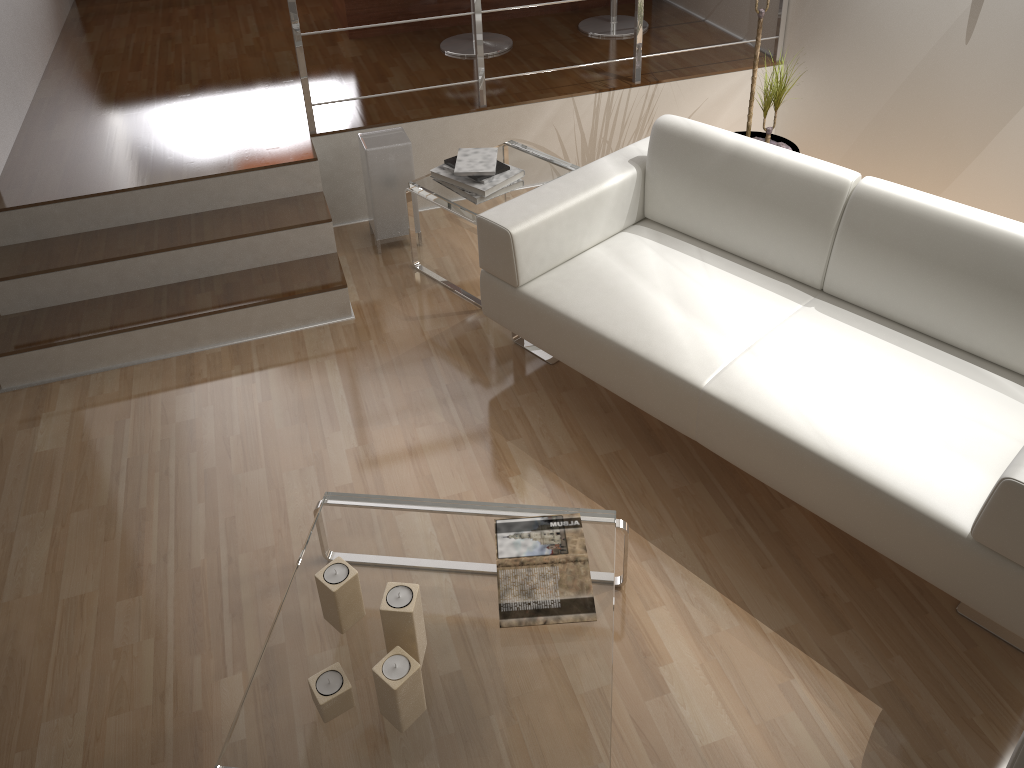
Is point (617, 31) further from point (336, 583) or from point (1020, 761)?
point (1020, 761)

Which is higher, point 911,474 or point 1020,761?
point 1020,761

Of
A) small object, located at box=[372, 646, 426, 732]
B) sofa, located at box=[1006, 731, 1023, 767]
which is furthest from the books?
sofa, located at box=[1006, 731, 1023, 767]

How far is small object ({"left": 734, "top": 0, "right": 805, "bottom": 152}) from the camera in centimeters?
346cm

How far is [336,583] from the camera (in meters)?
1.88

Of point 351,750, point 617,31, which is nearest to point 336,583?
point 351,750

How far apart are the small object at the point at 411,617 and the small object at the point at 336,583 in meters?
0.1

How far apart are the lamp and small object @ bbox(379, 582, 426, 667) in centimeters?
206cm

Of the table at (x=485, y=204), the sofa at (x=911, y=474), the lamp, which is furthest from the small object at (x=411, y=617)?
the lamp

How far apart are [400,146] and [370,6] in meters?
1.6 m
